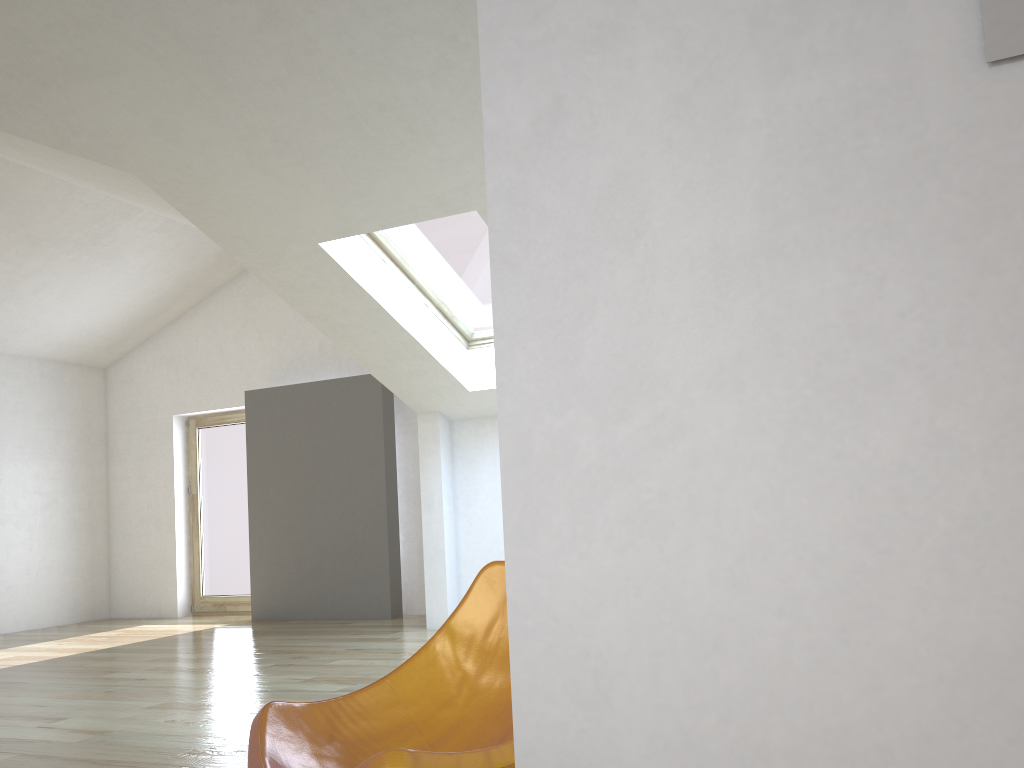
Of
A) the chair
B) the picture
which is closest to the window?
the chair

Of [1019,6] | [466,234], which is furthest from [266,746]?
[466,234]

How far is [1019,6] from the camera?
0.6 meters

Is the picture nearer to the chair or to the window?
the chair

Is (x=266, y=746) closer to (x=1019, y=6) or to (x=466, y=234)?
(x=1019, y=6)

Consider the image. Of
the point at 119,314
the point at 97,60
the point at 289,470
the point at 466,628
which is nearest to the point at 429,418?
the point at 289,470

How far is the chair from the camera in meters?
1.6 m

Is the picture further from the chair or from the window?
the window

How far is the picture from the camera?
0.6m

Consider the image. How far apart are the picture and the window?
5.0m
